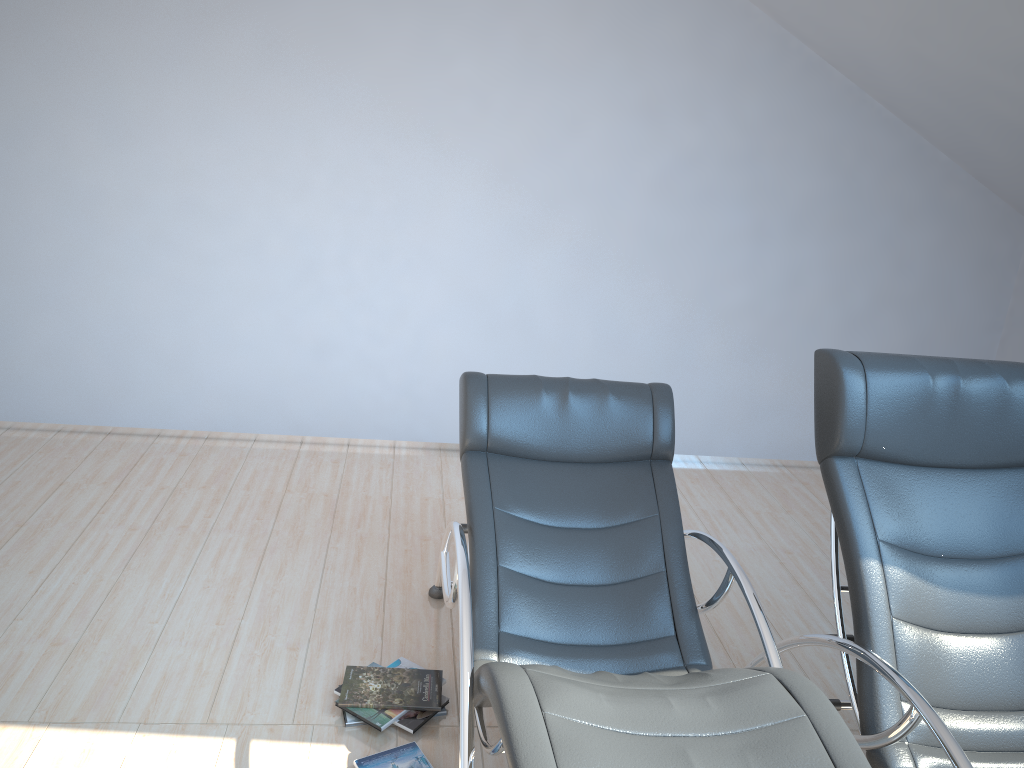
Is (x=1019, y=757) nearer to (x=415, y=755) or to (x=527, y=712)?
(x=527, y=712)

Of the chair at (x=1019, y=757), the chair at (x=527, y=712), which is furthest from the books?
the chair at (x=1019, y=757)

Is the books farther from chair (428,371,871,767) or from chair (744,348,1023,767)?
chair (744,348,1023,767)

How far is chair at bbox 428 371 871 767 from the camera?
1.69m

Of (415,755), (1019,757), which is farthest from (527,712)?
(1019,757)

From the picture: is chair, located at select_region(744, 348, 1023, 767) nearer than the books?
Yes

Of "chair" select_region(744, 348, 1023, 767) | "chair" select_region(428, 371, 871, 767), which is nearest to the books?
"chair" select_region(428, 371, 871, 767)

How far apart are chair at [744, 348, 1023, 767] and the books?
1.0 meters

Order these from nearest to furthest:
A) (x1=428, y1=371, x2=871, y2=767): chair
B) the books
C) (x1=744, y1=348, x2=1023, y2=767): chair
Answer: (x1=428, y1=371, x2=871, y2=767): chair
(x1=744, y1=348, x2=1023, y2=767): chair
the books

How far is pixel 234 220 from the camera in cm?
443
